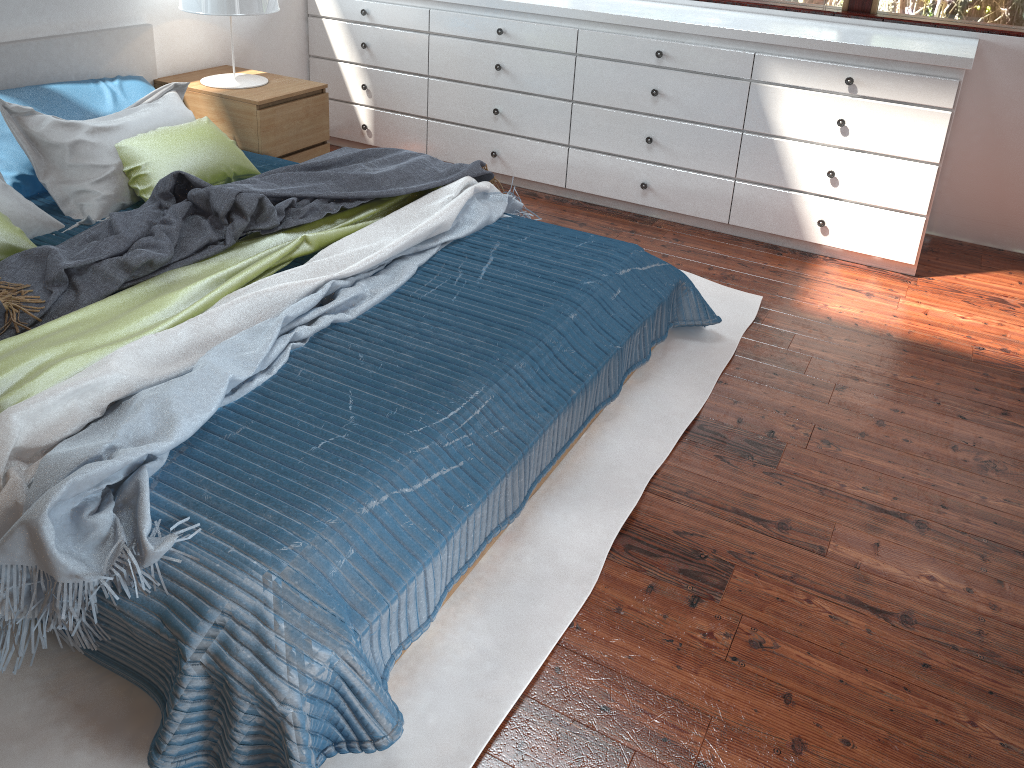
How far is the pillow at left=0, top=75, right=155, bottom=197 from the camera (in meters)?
2.85

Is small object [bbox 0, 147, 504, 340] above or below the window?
below

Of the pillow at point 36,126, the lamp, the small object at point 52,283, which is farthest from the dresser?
the pillow at point 36,126

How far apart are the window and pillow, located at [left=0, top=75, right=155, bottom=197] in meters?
2.8 m

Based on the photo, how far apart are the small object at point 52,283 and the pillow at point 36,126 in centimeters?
23cm

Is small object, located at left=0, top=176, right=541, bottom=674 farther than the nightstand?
No

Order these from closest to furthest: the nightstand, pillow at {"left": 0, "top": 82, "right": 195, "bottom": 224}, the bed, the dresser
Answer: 1. the bed
2. pillow at {"left": 0, "top": 82, "right": 195, "bottom": 224}
3. the dresser
4. the nightstand

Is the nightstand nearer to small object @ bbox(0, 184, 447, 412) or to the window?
small object @ bbox(0, 184, 447, 412)

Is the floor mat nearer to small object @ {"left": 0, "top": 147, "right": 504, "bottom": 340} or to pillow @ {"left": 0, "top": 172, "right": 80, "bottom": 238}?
small object @ {"left": 0, "top": 147, "right": 504, "bottom": 340}

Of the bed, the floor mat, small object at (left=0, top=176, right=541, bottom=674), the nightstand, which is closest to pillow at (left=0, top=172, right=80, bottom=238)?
the bed
